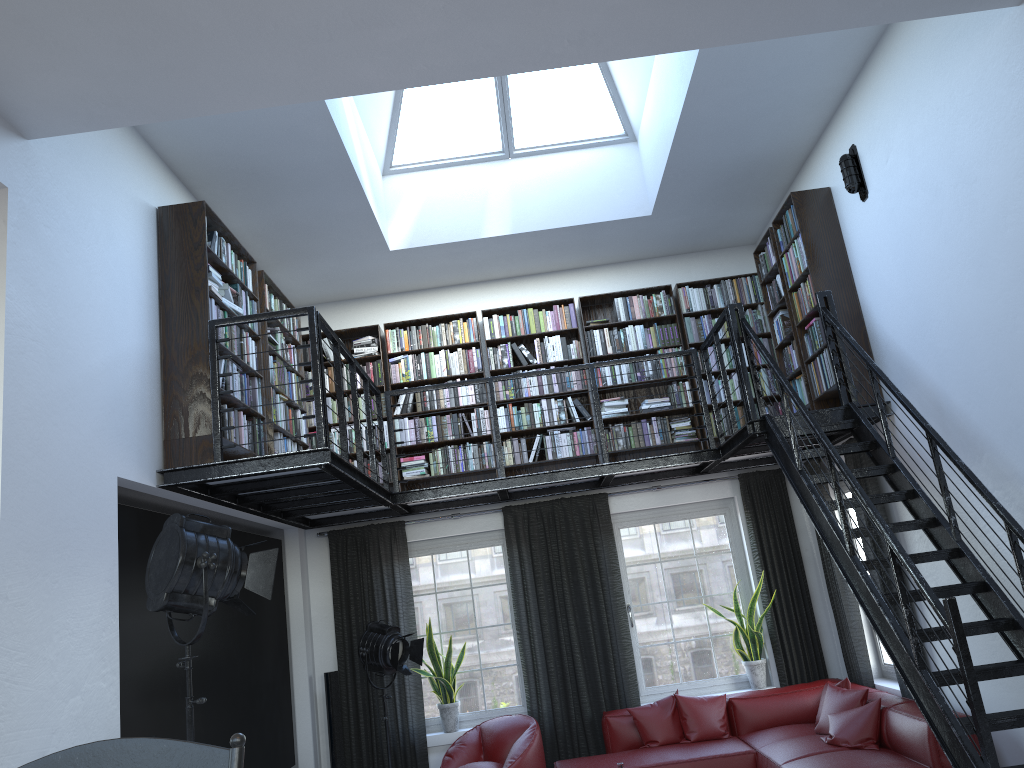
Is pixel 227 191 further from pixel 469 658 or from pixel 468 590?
pixel 469 658

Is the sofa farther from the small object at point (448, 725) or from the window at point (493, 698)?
the small object at point (448, 725)

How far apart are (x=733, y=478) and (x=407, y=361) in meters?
3.1

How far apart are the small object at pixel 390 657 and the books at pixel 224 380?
1.9m

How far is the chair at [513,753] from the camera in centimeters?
668cm

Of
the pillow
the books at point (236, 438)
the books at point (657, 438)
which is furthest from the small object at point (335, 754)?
the books at point (657, 438)

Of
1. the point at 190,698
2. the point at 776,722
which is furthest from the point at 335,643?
the point at 190,698

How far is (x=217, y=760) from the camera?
1.1 meters

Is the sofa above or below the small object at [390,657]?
below

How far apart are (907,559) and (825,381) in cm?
252
